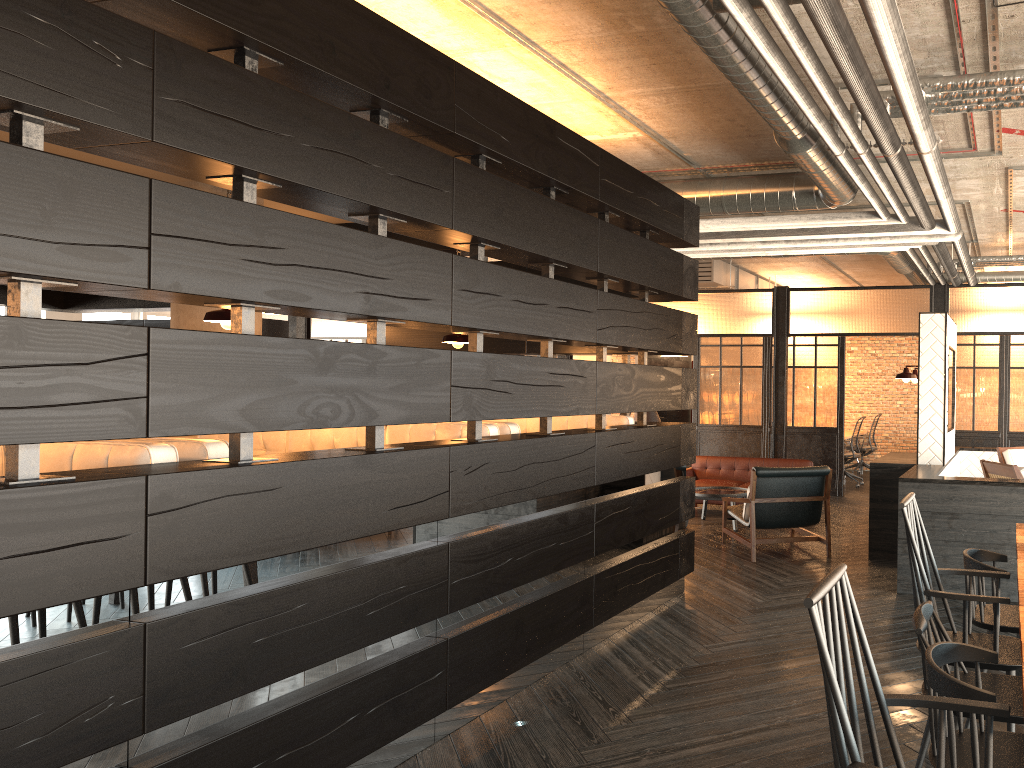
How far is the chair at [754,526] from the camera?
6.74m

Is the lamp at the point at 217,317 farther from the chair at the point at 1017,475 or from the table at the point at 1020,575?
the chair at the point at 1017,475

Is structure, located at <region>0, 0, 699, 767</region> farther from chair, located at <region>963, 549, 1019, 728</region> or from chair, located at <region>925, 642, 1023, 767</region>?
chair, located at <region>925, 642, 1023, 767</region>

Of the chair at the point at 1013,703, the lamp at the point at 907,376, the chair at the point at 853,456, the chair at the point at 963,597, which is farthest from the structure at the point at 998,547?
the chair at the point at 853,456

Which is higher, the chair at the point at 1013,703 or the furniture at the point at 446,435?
the furniture at the point at 446,435

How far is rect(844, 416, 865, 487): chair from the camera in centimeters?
1156cm

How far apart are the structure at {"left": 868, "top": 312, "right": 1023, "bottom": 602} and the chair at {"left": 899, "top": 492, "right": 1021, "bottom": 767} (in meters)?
2.47

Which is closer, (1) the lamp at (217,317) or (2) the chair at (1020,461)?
(1) the lamp at (217,317)

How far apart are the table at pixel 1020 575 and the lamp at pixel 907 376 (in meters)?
3.27

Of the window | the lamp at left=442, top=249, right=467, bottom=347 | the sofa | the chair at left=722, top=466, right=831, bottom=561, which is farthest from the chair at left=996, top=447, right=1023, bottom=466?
the window
